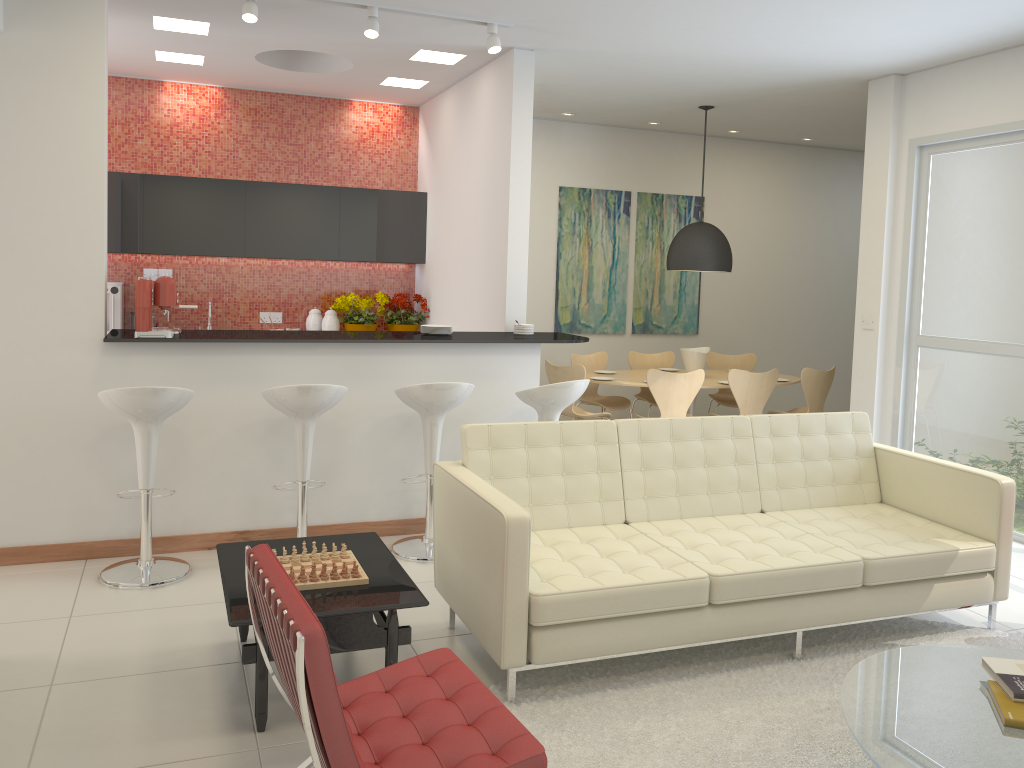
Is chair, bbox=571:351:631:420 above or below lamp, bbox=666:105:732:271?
below

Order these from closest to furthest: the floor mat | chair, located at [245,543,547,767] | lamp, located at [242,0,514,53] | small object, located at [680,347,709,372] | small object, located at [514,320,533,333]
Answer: chair, located at [245,543,547,767], the floor mat, lamp, located at [242,0,514,53], small object, located at [514,320,533,333], small object, located at [680,347,709,372]

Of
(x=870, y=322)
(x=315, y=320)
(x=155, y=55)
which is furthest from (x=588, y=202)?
(x=155, y=55)

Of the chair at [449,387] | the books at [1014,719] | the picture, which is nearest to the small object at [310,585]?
the chair at [449,387]

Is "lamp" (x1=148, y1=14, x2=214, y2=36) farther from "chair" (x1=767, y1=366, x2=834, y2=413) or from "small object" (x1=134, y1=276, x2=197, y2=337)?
"chair" (x1=767, y1=366, x2=834, y2=413)

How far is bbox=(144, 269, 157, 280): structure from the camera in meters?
7.7 m

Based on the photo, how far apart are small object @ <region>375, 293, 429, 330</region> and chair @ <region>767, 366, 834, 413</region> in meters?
3.5

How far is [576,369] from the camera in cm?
730

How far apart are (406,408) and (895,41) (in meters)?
3.86

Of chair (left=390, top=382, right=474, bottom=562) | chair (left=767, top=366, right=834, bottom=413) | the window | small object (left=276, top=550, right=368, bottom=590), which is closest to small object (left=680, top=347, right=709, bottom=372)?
chair (left=767, top=366, right=834, bottom=413)
